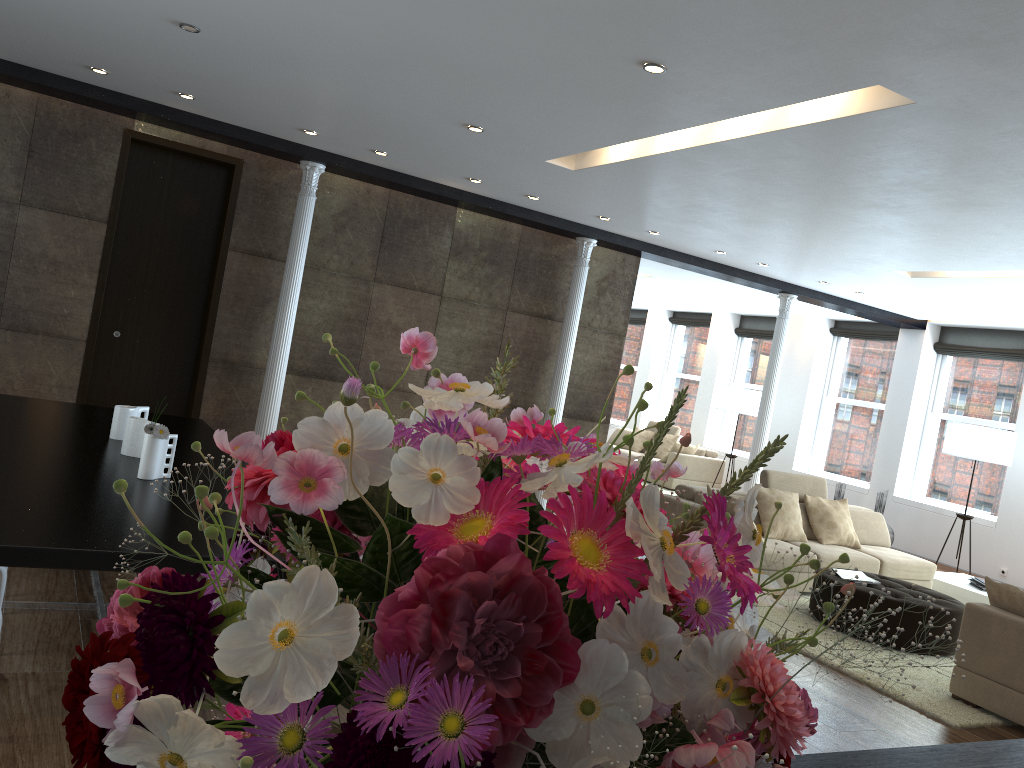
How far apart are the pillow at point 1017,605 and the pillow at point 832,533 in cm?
270

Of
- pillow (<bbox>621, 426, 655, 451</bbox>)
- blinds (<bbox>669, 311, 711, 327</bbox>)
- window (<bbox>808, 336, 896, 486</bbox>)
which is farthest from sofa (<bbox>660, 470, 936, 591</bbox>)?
blinds (<bbox>669, 311, 711, 327</bbox>)

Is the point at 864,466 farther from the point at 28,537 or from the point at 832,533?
the point at 28,537

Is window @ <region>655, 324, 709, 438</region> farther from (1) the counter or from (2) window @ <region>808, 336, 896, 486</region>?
(1) the counter

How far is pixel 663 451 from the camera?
14.30m

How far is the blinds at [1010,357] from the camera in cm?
1084

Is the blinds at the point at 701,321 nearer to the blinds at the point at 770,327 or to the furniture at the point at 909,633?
the blinds at the point at 770,327

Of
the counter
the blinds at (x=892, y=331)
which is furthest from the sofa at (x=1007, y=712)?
the blinds at (x=892, y=331)

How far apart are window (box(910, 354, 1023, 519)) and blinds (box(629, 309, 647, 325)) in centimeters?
651cm

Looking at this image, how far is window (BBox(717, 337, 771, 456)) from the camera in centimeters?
1465cm
